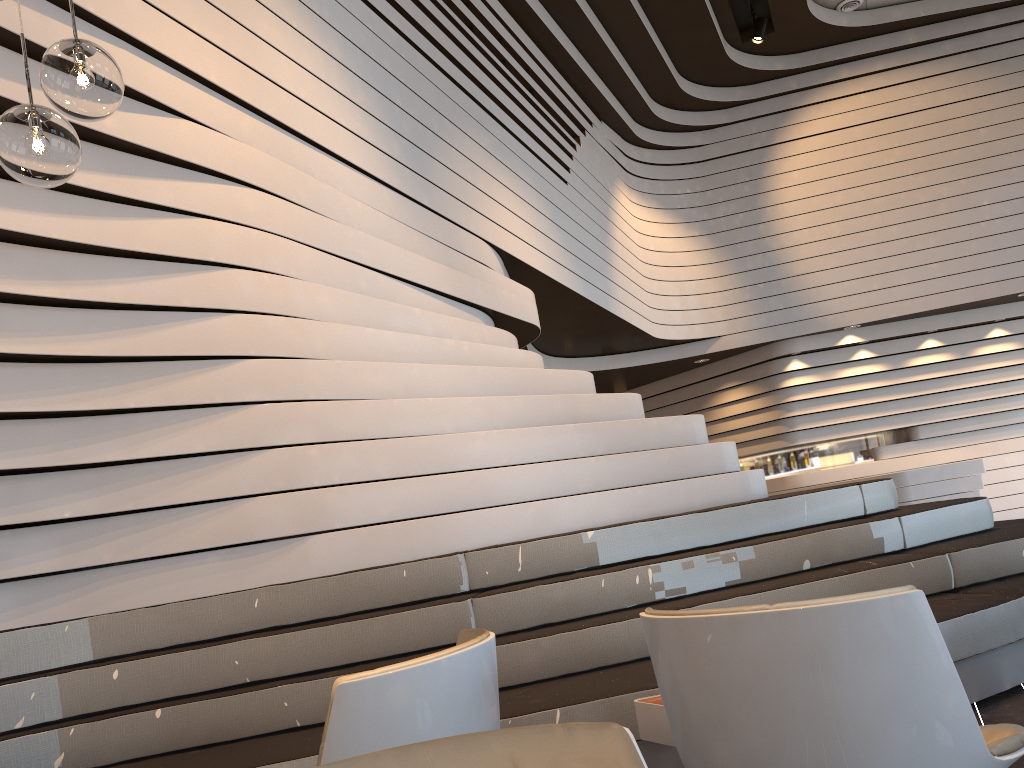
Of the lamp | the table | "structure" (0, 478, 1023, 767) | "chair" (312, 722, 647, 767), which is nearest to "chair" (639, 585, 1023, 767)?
"chair" (312, 722, 647, 767)

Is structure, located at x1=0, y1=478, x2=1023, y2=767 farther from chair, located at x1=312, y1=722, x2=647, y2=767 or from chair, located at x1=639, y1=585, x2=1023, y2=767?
chair, located at x1=312, y1=722, x2=647, y2=767

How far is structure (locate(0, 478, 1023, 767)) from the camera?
3.0m

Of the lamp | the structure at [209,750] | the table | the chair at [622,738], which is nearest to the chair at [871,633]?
the chair at [622,738]

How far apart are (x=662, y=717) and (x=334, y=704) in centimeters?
141cm

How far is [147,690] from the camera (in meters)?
3.11

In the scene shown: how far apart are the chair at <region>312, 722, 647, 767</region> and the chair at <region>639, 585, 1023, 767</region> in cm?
72

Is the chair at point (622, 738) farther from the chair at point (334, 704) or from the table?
the table

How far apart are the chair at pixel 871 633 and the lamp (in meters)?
1.55

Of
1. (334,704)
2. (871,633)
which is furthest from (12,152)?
(871,633)
